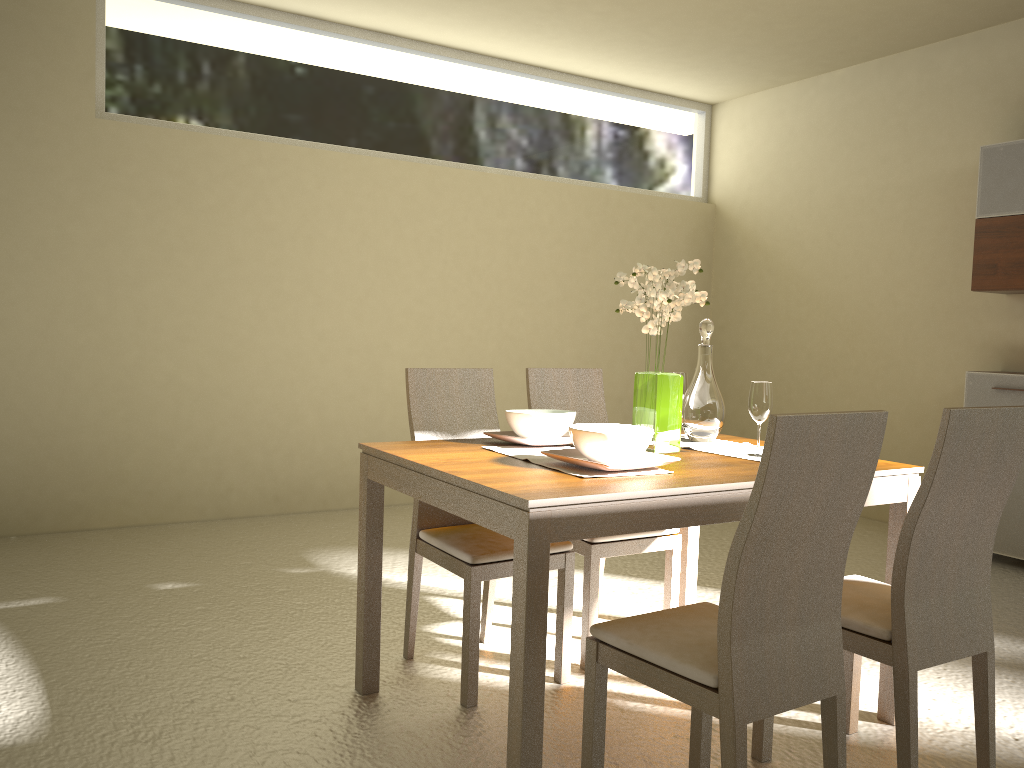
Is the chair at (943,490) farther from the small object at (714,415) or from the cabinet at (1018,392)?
the cabinet at (1018,392)

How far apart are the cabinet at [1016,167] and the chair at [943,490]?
2.9 meters

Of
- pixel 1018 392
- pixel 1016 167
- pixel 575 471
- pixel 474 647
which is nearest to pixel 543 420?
pixel 575 471

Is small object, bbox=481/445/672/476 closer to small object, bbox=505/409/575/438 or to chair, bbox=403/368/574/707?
small object, bbox=505/409/575/438

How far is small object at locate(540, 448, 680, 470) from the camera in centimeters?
230cm

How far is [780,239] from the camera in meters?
6.4 m

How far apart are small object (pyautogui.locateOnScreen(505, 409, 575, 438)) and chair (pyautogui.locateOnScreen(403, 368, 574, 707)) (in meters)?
0.26

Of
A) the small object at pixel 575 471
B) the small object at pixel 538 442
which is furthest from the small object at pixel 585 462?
the small object at pixel 538 442

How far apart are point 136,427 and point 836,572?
4.1 meters

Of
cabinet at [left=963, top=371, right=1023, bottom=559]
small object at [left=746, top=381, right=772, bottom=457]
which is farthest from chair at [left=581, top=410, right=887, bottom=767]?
cabinet at [left=963, top=371, right=1023, bottom=559]
